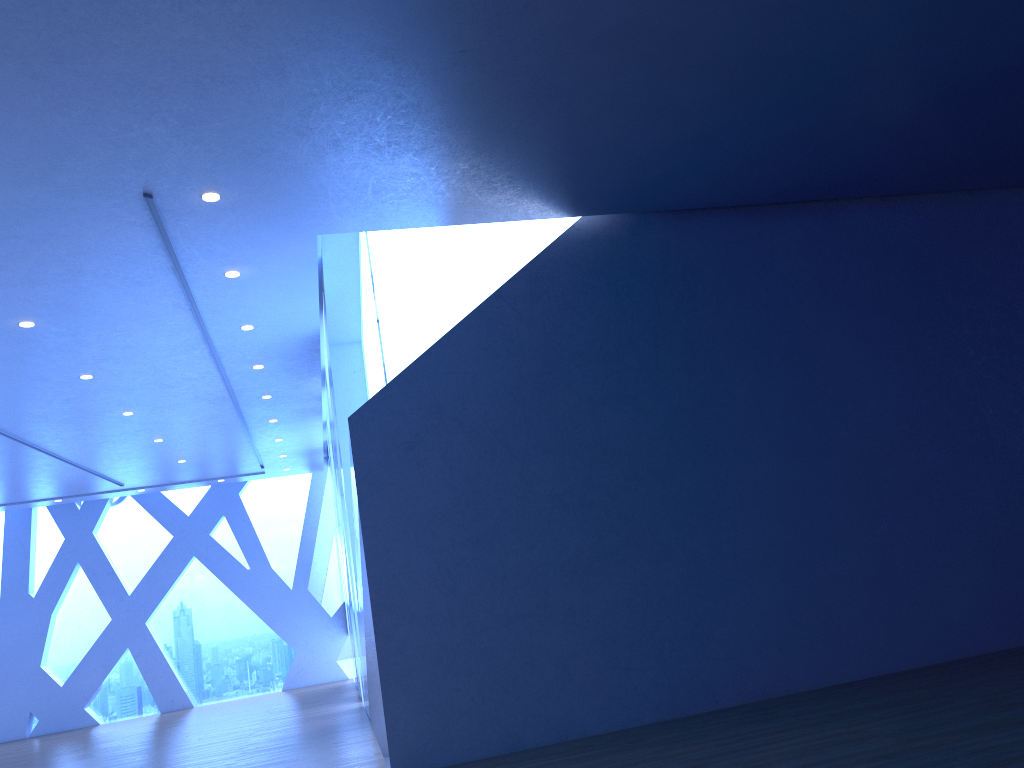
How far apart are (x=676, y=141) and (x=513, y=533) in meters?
3.0
